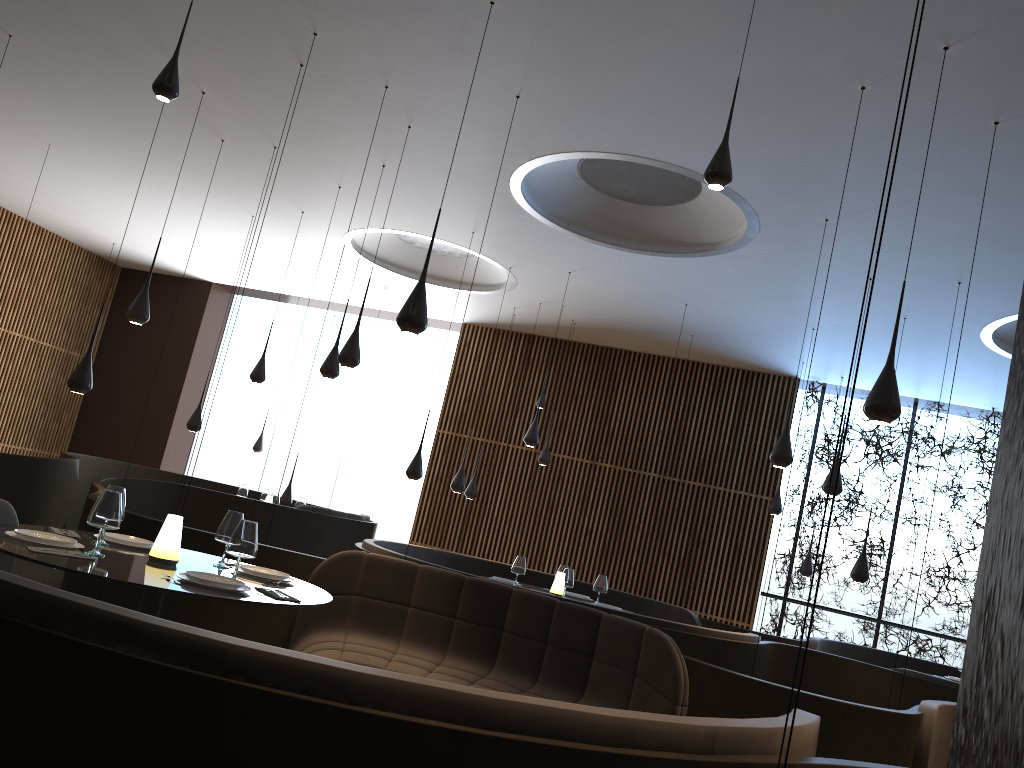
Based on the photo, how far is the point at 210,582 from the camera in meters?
3.8 m

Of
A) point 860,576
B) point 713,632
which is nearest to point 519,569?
point 713,632

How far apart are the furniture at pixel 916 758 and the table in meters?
3.3

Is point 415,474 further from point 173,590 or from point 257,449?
point 257,449

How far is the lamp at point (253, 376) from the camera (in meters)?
10.75

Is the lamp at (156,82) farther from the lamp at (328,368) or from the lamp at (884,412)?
the lamp at (328,368)

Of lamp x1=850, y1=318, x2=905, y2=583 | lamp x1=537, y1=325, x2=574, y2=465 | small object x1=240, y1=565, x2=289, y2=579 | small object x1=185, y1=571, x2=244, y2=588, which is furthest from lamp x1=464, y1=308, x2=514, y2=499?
small object x1=185, y1=571, x2=244, y2=588

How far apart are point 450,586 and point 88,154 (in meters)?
8.17

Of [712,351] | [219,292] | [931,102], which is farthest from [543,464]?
[931,102]

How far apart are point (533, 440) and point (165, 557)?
6.69m
